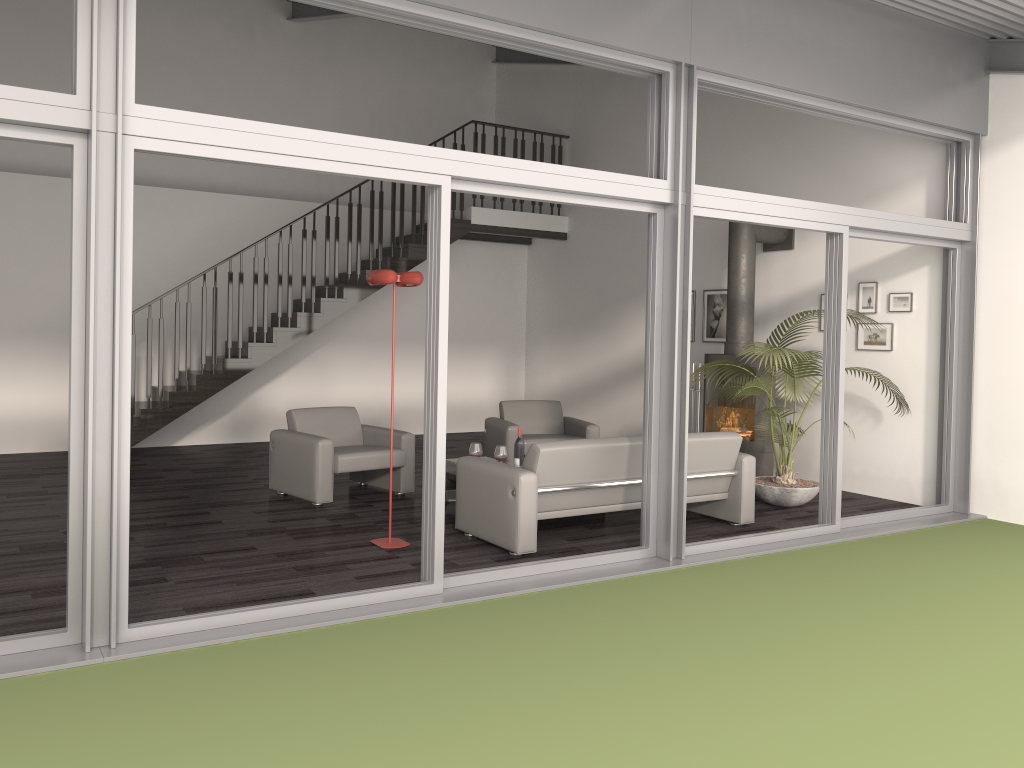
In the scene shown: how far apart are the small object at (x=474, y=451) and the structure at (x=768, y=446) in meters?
2.7

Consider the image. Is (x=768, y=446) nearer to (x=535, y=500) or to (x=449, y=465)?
(x=449, y=465)

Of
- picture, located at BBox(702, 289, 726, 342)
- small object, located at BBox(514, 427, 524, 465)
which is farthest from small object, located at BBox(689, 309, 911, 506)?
small object, located at BBox(514, 427, 524, 465)

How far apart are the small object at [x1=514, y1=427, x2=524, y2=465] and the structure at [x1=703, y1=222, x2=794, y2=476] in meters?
2.3

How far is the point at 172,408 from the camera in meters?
9.4 m

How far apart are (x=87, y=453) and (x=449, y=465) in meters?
3.9

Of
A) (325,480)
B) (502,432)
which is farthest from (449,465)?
(502,432)

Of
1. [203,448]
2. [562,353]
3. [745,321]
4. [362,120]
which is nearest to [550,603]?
[745,321]

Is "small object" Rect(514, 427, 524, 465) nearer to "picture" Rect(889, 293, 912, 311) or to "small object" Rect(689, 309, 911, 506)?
"small object" Rect(689, 309, 911, 506)

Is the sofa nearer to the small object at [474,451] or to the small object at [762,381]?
the small object at [762,381]
